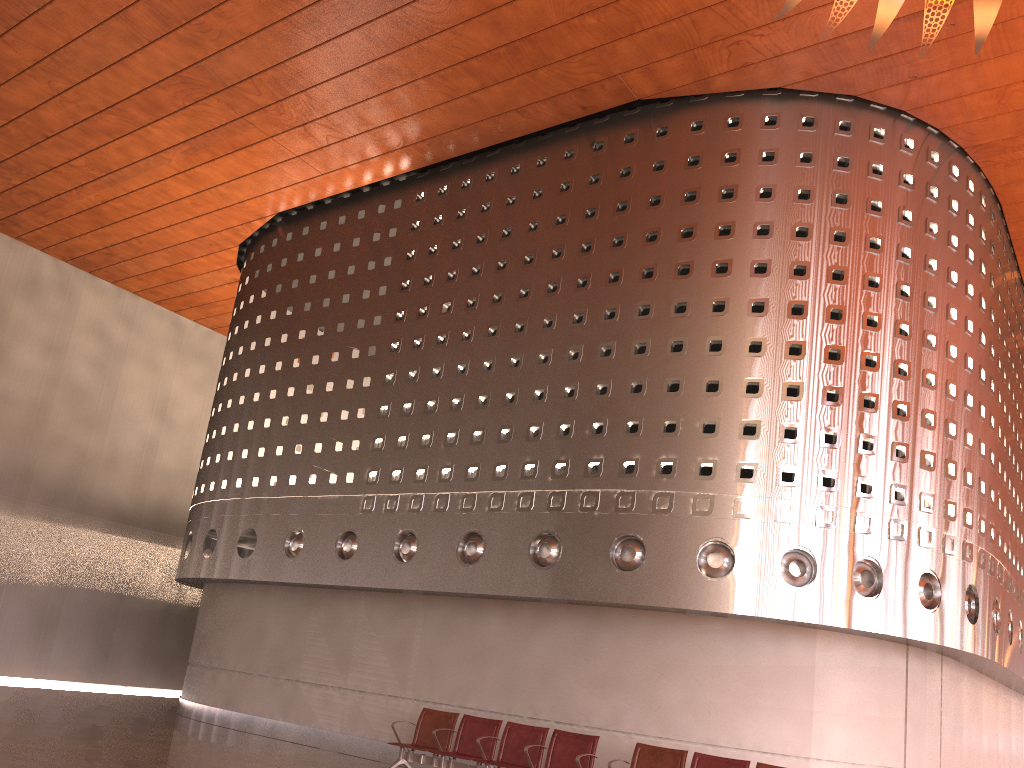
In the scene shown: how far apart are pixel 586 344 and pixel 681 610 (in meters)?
3.60

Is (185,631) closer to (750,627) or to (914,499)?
(750,627)
